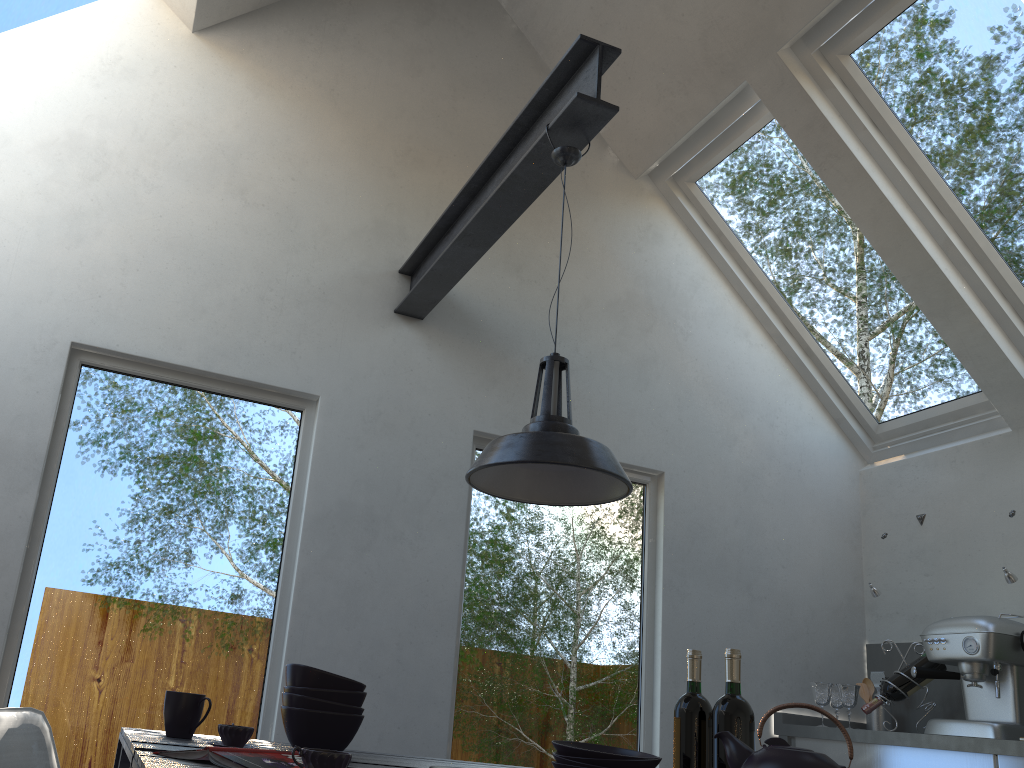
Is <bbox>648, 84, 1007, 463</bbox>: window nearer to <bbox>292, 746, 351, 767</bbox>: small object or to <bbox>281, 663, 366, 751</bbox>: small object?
<bbox>281, 663, 366, 751</bbox>: small object

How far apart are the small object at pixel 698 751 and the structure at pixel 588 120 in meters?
1.5 m

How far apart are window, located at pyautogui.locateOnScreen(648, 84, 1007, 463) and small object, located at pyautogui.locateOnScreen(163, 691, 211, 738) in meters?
3.4 m

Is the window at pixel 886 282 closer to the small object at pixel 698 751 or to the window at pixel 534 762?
the window at pixel 534 762

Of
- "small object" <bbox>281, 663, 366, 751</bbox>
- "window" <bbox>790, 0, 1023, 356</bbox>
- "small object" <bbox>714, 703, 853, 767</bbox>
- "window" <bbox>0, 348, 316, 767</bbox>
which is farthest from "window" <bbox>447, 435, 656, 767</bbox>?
"small object" <bbox>714, 703, 853, 767</bbox>

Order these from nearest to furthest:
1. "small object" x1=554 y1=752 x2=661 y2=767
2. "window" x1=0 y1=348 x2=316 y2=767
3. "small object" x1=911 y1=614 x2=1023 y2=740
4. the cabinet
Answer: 1. "small object" x1=554 y1=752 x2=661 y2=767
2. "window" x1=0 y1=348 x2=316 y2=767
3. the cabinet
4. "small object" x1=911 y1=614 x2=1023 y2=740

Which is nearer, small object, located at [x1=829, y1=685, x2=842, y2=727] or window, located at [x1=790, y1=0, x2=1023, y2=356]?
window, located at [x1=790, y1=0, x2=1023, y2=356]

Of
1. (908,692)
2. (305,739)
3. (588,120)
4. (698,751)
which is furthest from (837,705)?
(588,120)

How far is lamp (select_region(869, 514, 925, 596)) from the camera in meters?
4.0 m

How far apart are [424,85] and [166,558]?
2.49m
